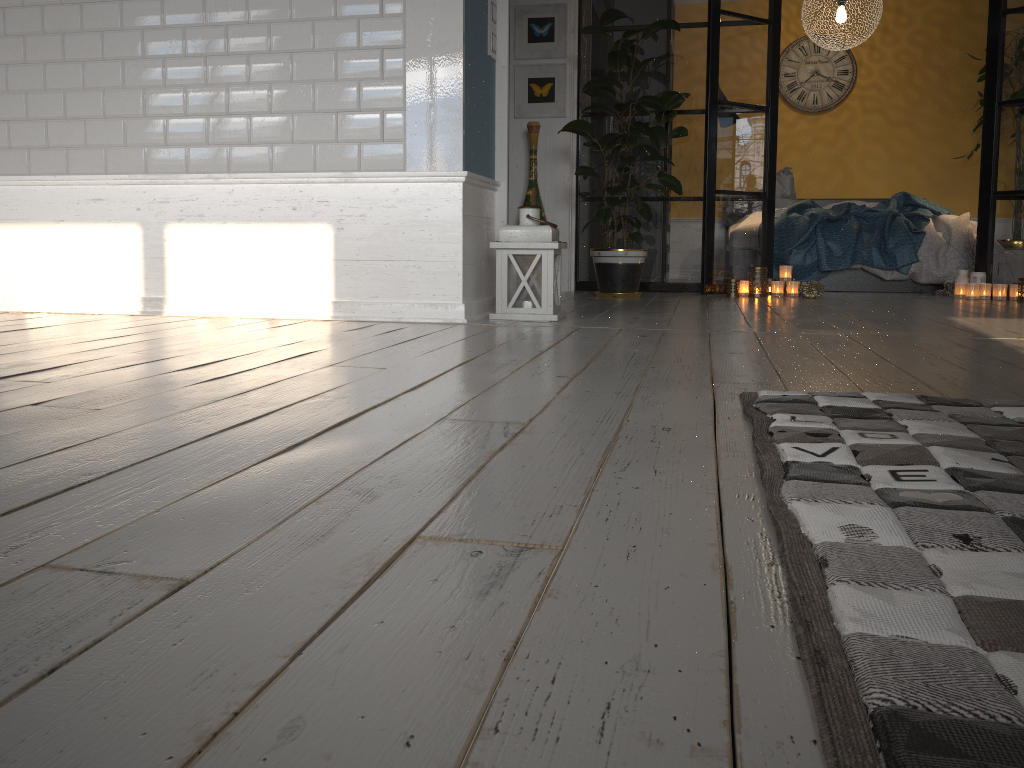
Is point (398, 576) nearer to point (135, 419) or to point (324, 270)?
point (135, 419)

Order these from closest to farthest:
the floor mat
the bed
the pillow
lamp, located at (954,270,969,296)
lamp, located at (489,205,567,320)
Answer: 1. the floor mat
2. lamp, located at (489,205,567,320)
3. lamp, located at (954,270,969,296)
4. the bed
5. the pillow

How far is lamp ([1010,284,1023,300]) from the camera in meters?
5.3 m

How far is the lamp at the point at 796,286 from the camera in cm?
550

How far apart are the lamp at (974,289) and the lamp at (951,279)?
0.5m

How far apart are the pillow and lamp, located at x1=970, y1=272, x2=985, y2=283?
2.1m

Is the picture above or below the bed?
above

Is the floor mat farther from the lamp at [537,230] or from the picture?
the picture

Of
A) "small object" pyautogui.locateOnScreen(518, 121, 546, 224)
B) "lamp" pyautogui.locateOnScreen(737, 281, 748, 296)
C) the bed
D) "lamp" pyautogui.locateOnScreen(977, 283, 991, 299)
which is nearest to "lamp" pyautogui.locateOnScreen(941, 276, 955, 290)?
the bed

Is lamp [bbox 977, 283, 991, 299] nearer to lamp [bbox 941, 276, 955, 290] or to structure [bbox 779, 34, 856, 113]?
lamp [bbox 941, 276, 955, 290]
